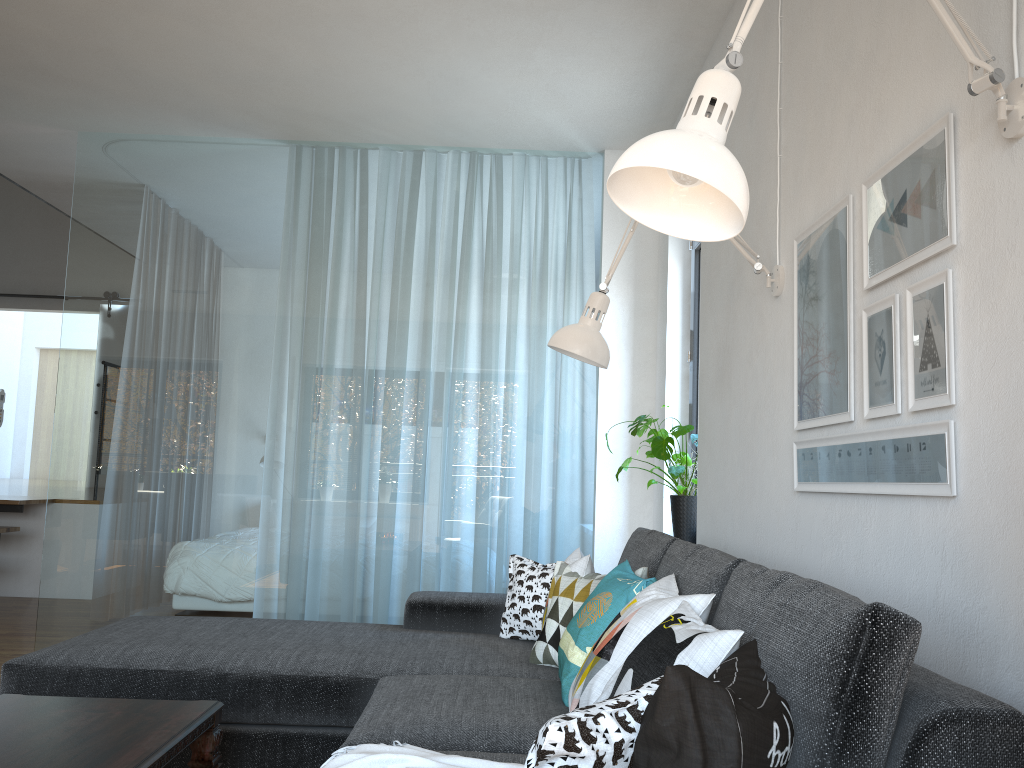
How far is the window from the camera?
4.3m

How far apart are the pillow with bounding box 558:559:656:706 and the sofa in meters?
0.0

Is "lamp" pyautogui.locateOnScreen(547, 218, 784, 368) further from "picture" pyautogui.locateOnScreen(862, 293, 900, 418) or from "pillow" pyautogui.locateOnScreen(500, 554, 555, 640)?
"pillow" pyautogui.locateOnScreen(500, 554, 555, 640)

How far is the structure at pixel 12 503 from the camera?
6.18m

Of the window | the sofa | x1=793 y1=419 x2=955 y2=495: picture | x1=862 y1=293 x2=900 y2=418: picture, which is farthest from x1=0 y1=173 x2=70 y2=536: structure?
x1=862 y1=293 x2=900 y2=418: picture

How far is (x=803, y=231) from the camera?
2.4m

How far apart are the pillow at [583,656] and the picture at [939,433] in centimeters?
48cm

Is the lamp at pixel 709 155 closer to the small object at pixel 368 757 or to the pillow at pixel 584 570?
the small object at pixel 368 757

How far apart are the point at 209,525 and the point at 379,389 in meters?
1.1 m

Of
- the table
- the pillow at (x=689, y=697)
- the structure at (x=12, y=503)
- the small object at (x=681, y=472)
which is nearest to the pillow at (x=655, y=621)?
the pillow at (x=689, y=697)
